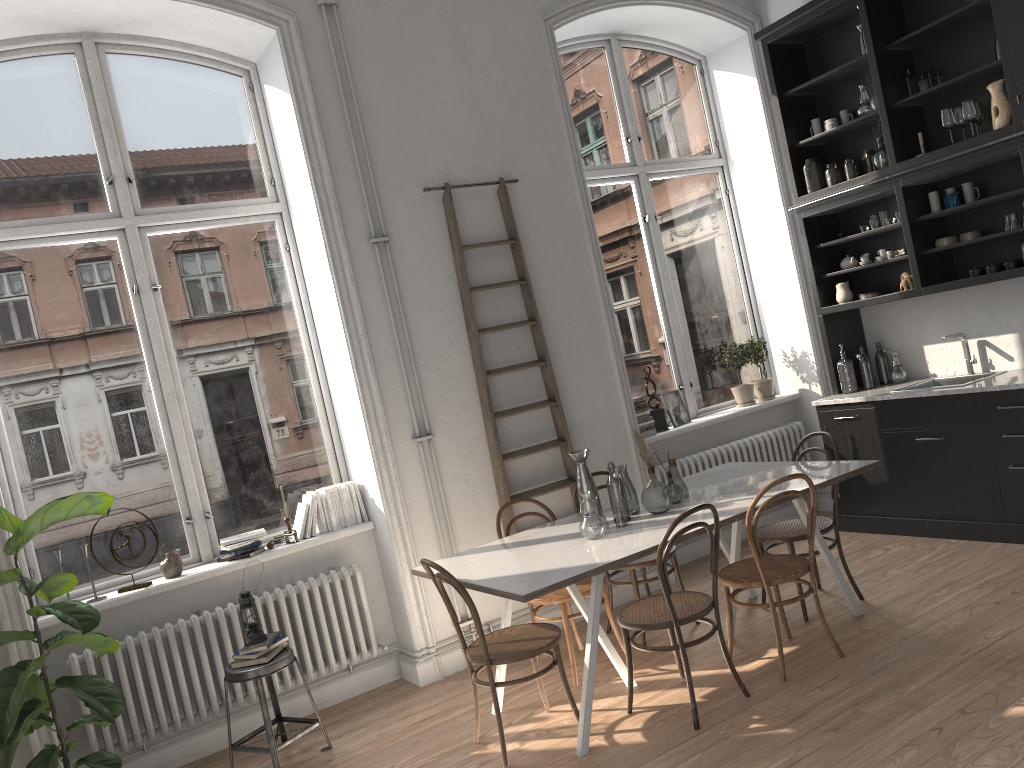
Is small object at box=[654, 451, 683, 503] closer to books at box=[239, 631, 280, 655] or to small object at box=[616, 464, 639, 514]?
small object at box=[616, 464, 639, 514]

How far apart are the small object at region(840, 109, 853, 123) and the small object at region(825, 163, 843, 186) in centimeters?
37cm

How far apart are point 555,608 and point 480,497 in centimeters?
86cm

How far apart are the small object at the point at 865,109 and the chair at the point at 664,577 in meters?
3.4 m

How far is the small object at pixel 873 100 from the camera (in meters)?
5.76

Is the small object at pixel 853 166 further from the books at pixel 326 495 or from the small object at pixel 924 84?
the books at pixel 326 495

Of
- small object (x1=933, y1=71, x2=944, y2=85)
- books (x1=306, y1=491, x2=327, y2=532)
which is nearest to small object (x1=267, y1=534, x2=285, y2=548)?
books (x1=306, y1=491, x2=327, y2=532)

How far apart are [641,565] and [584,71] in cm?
374

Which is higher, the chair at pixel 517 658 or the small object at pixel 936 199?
the small object at pixel 936 199

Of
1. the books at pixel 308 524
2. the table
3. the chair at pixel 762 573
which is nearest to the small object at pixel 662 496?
the table
